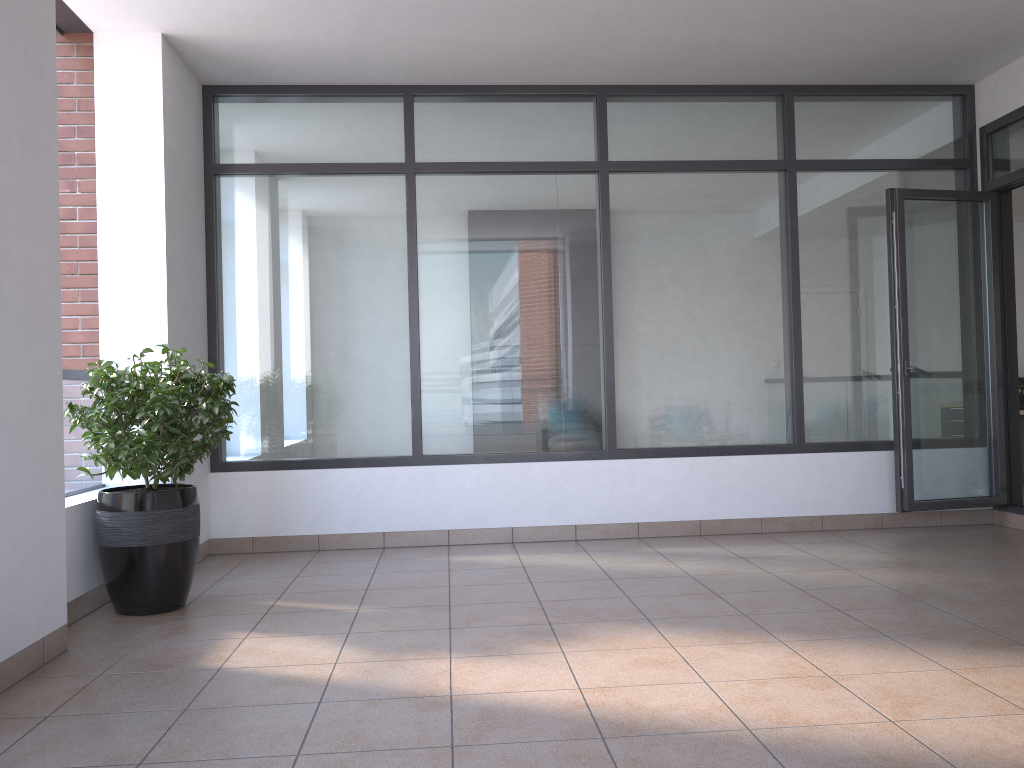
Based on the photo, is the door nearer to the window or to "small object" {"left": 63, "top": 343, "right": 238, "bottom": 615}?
the window

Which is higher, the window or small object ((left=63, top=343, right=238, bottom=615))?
the window

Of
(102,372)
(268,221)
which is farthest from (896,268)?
(102,372)

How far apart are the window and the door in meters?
0.1

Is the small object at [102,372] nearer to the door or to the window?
the window

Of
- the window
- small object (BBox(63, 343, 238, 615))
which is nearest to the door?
the window

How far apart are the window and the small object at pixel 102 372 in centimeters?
118cm

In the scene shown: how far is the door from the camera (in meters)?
5.50

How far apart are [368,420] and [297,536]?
0.83m

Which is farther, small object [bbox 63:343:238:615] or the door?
the door
